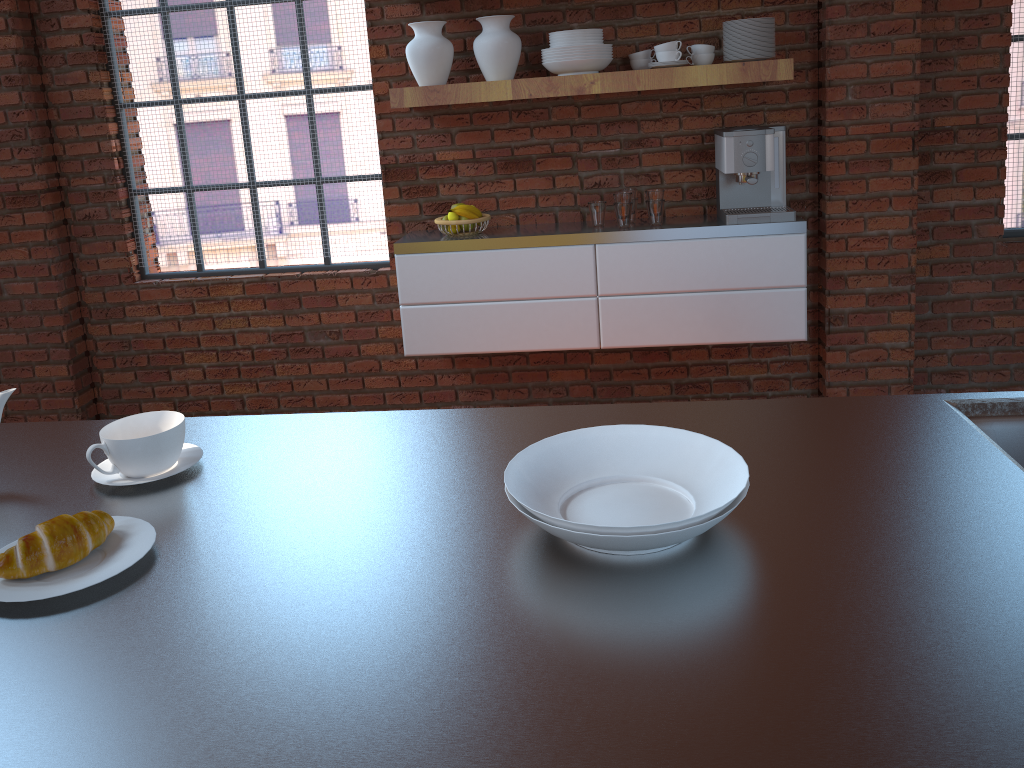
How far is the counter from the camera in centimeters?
74cm

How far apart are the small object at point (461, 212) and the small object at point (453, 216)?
0.1 meters

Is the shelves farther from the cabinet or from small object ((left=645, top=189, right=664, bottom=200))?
the cabinet

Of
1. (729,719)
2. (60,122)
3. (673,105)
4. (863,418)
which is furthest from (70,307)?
(729,719)

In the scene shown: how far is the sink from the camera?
1.3 meters

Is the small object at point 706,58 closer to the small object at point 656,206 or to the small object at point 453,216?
the small object at point 656,206

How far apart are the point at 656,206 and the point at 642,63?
0.6m

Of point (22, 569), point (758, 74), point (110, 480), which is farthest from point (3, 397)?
point (758, 74)

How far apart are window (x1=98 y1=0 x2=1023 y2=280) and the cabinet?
0.3m

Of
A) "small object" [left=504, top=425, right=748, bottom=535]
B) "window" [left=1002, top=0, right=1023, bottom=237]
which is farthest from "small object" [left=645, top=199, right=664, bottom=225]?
"small object" [left=504, top=425, right=748, bottom=535]
